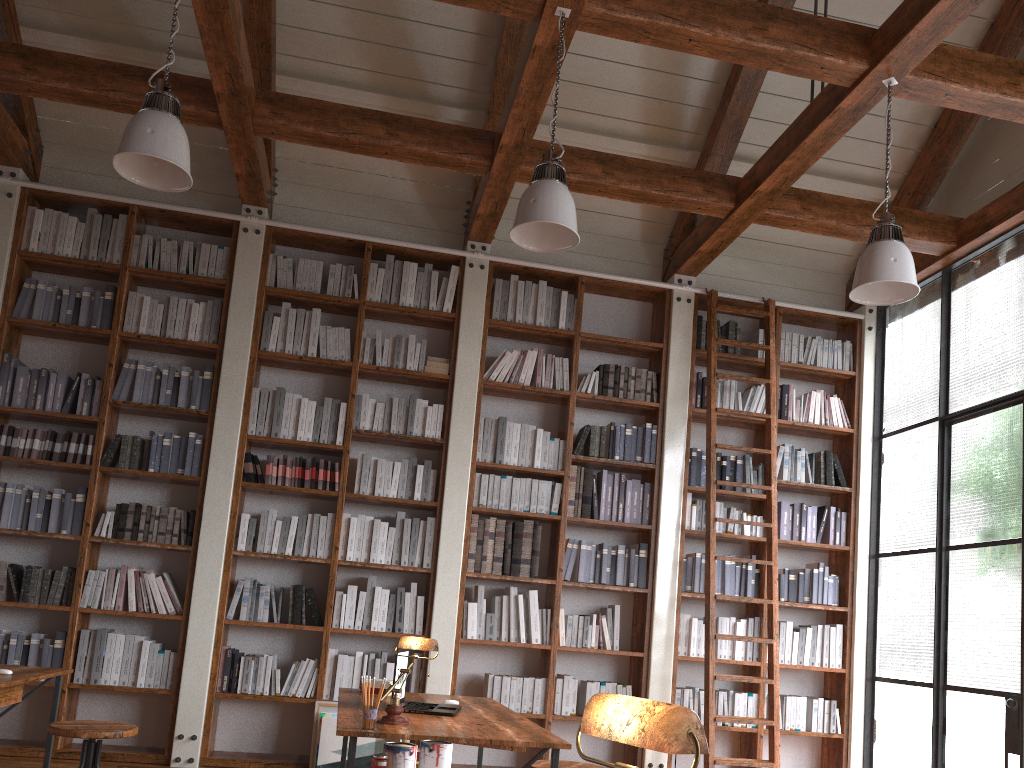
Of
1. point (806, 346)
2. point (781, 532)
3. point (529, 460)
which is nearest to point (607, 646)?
point (529, 460)

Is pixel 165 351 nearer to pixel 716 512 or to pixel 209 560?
pixel 209 560

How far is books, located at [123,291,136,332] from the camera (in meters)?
5.69

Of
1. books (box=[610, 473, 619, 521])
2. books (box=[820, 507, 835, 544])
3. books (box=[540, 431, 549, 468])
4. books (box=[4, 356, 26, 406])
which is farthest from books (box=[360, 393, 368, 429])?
books (box=[820, 507, 835, 544])

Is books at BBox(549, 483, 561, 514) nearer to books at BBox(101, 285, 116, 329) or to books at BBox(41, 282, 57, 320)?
books at BBox(101, 285, 116, 329)

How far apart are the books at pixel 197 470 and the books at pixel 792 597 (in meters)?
4.04

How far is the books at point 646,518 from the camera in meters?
6.0

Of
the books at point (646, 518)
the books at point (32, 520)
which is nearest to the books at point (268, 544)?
the books at point (32, 520)

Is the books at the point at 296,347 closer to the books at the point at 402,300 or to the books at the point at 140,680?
the books at the point at 402,300

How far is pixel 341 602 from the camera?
5.5m
